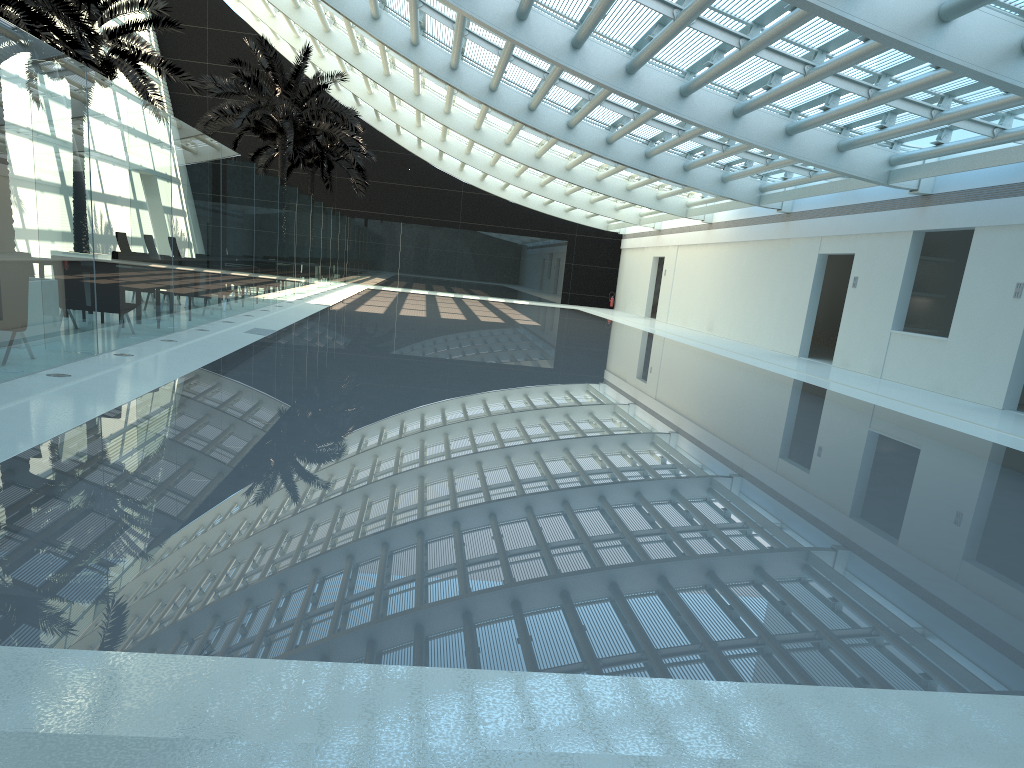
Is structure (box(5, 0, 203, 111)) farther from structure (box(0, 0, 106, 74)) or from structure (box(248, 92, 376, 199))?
structure (box(248, 92, 376, 199))

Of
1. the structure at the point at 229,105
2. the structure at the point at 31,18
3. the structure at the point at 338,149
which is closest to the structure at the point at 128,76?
the structure at the point at 31,18

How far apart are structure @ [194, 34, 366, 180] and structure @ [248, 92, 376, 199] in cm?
390

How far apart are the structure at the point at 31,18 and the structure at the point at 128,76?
1.0m

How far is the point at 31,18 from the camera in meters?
13.7 m

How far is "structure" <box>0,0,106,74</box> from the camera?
13.66m

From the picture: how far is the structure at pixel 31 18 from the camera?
13.7m

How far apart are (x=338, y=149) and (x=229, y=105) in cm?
905

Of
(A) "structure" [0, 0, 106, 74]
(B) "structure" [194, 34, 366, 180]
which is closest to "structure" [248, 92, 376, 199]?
(B) "structure" [194, 34, 366, 180]

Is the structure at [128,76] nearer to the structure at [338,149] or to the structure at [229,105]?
the structure at [229,105]
